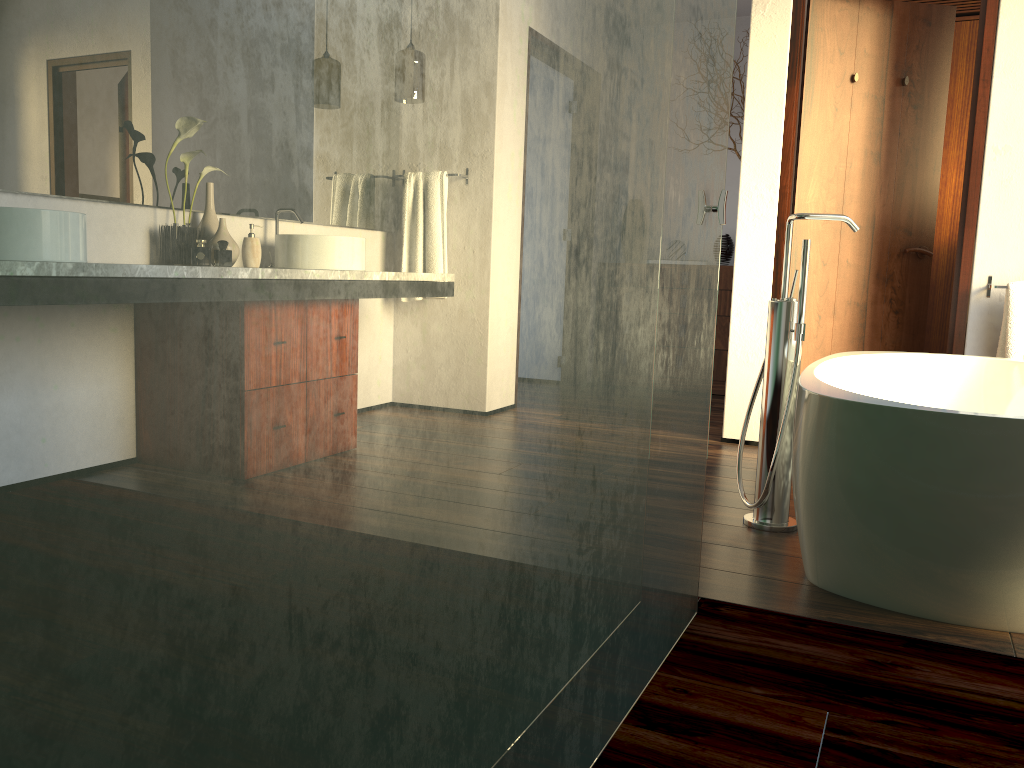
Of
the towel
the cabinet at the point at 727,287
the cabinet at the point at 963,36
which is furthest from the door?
the cabinet at the point at 727,287

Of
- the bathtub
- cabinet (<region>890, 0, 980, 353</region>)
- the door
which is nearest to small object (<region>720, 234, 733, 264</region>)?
cabinet (<region>890, 0, 980, 353</region>)

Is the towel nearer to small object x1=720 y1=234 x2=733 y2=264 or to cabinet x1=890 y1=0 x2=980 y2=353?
cabinet x1=890 y1=0 x2=980 y2=353

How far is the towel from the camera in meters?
3.3

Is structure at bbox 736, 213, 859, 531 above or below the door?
below

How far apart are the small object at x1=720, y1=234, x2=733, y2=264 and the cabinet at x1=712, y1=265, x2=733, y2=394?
0.2 meters

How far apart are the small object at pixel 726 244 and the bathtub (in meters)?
2.65

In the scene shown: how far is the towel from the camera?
3.3m

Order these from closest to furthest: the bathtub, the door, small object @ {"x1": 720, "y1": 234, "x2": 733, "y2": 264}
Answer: the bathtub, the door, small object @ {"x1": 720, "y1": 234, "x2": 733, "y2": 264}

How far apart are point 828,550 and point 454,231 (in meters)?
1.53
